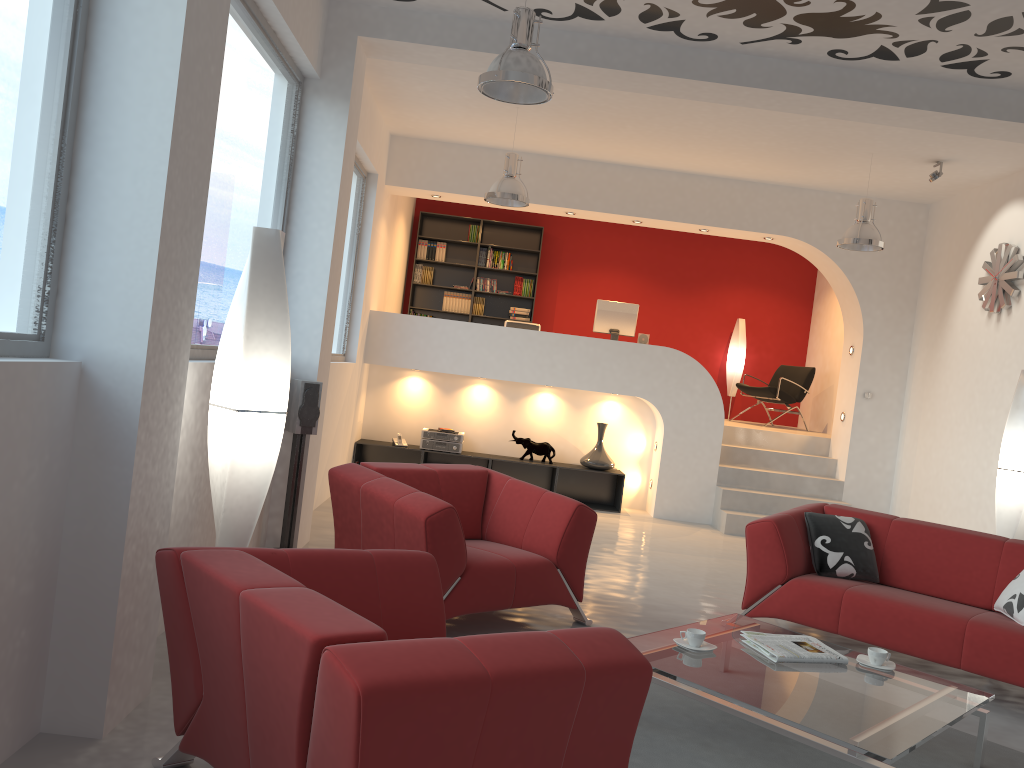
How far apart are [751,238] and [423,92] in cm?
395

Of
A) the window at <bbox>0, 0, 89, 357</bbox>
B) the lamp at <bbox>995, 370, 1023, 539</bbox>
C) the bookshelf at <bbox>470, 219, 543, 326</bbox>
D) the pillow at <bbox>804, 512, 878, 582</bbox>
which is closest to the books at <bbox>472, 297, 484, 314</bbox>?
the bookshelf at <bbox>470, 219, 543, 326</bbox>

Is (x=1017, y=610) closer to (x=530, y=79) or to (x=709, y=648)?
(x=709, y=648)

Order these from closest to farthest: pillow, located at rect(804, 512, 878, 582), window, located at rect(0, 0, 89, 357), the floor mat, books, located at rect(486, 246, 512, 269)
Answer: window, located at rect(0, 0, 89, 357), the floor mat, pillow, located at rect(804, 512, 878, 582), books, located at rect(486, 246, 512, 269)

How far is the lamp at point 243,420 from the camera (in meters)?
3.46

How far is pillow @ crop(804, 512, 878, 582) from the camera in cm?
501

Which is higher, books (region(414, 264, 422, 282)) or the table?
books (region(414, 264, 422, 282))

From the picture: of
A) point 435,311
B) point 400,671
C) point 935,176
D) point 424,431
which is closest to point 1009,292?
point 935,176

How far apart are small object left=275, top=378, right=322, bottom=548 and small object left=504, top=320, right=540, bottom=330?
4.25m

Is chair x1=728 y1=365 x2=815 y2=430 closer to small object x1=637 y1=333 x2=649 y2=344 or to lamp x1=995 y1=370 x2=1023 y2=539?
small object x1=637 y1=333 x2=649 y2=344
